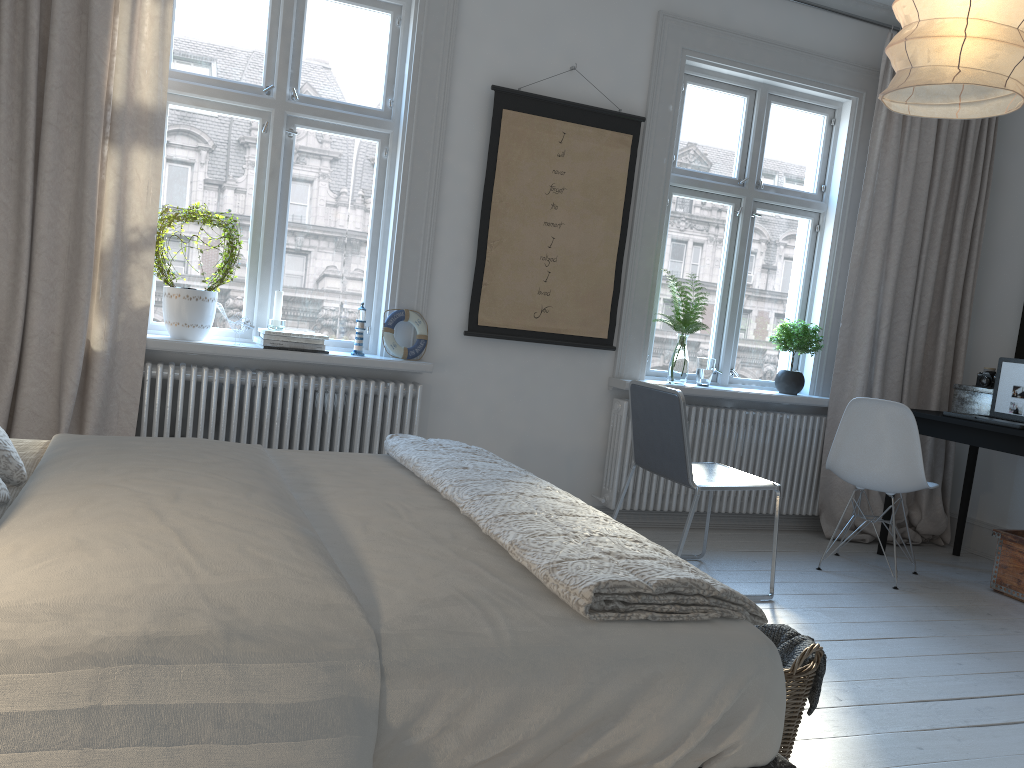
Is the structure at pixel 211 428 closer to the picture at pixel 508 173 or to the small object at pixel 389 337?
the small object at pixel 389 337

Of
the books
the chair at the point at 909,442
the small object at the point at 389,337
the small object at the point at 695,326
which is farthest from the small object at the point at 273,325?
the chair at the point at 909,442

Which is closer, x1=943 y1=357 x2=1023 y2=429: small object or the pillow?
the pillow

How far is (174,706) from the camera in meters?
1.1 m

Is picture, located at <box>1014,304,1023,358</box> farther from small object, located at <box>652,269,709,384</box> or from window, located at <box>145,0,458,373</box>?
window, located at <box>145,0,458,373</box>

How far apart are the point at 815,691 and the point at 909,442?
2.1m

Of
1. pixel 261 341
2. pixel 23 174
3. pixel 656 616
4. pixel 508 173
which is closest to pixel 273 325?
pixel 261 341

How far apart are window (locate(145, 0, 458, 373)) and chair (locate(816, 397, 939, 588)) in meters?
1.9

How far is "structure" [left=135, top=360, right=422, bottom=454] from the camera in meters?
3.7 m

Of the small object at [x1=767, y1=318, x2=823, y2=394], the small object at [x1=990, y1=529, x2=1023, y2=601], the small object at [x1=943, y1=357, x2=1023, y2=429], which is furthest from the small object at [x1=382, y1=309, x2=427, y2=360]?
the small object at [x1=990, y1=529, x2=1023, y2=601]
